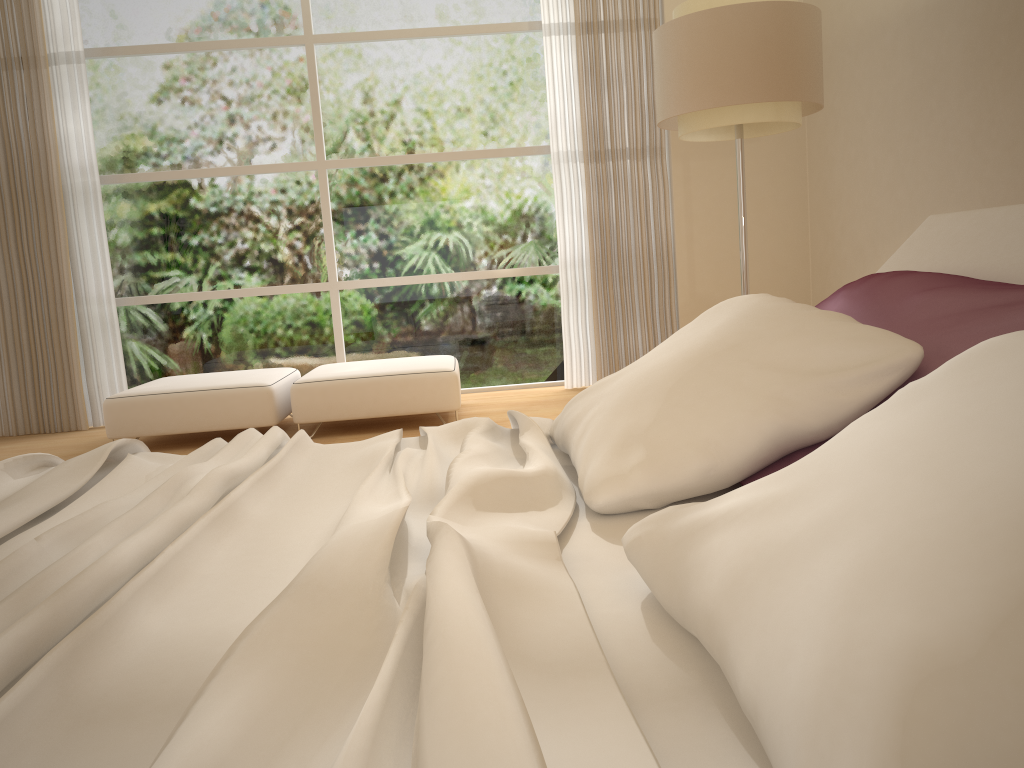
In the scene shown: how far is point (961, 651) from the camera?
0.57m

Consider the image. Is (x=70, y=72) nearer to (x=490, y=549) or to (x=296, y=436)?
(x=296, y=436)

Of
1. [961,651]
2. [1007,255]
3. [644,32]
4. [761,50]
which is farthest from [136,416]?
[961,651]

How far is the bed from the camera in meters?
0.7 m

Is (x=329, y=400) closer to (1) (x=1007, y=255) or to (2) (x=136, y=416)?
(2) (x=136, y=416)

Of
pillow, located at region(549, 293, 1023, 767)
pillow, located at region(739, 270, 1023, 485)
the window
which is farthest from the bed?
the window

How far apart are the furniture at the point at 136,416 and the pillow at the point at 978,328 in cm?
370

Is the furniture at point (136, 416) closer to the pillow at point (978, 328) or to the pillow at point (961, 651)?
the pillow at point (961, 651)

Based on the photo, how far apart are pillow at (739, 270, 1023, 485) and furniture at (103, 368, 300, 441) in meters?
3.7

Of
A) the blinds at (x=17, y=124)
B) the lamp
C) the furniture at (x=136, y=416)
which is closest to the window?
the blinds at (x=17, y=124)
